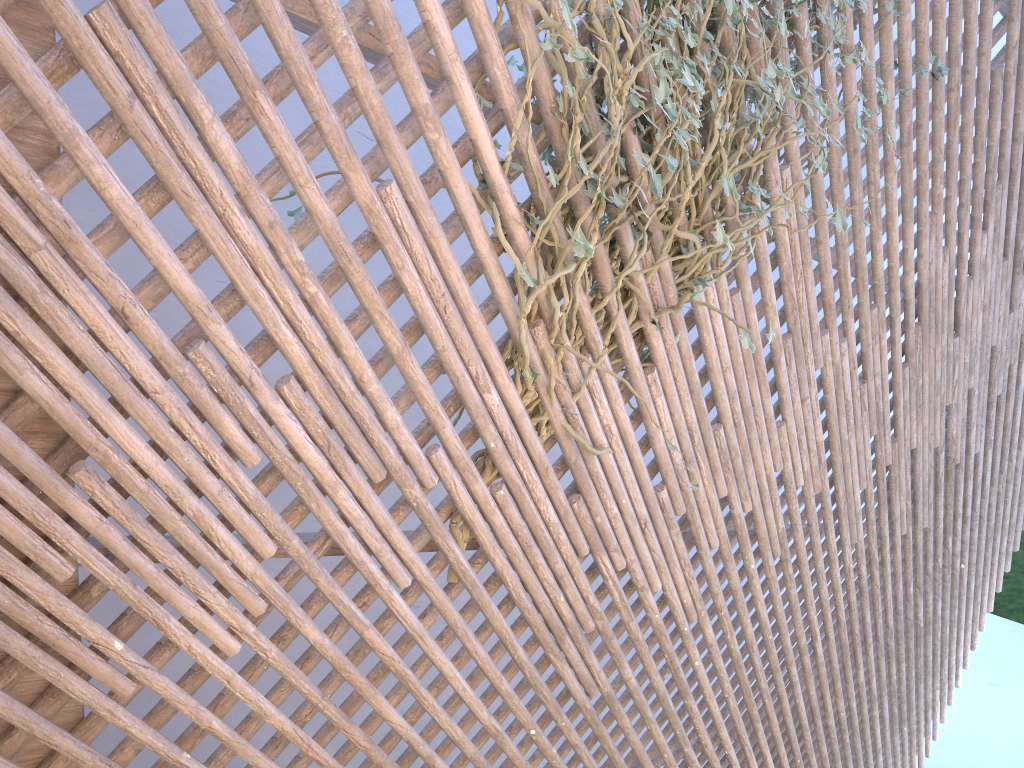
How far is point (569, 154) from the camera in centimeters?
161cm

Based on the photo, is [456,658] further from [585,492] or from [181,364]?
[181,364]

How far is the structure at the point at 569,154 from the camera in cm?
161

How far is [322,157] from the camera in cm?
291

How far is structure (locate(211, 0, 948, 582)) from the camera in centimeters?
161cm
